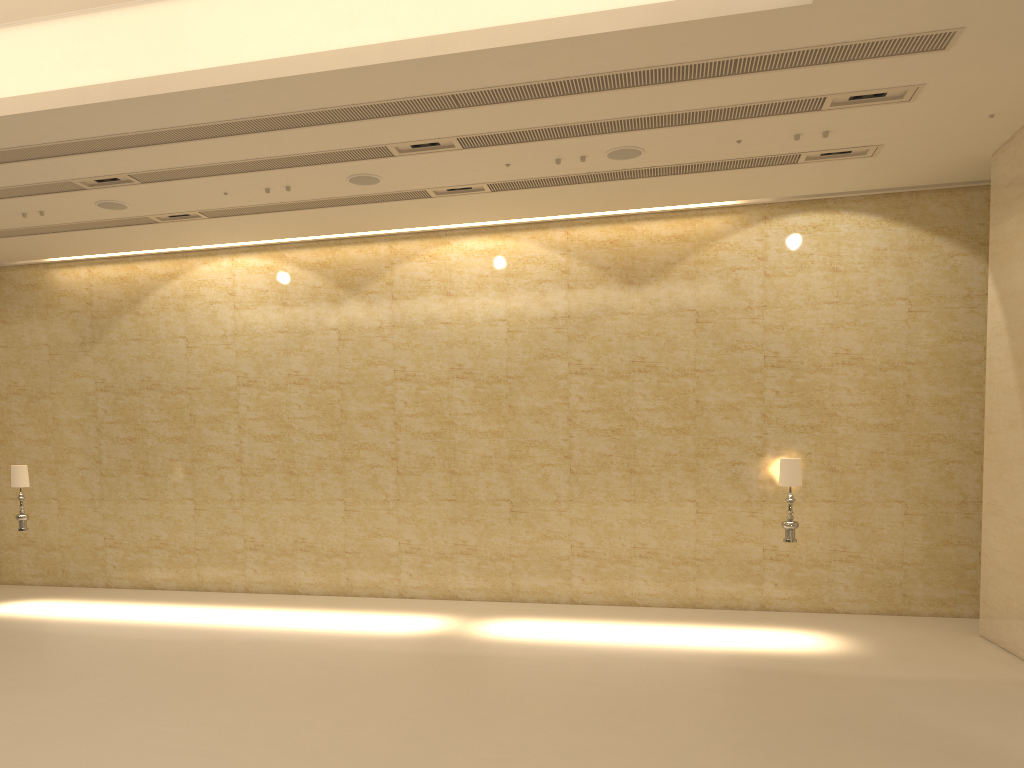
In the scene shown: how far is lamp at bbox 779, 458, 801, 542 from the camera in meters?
10.8

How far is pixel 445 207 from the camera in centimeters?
1313cm

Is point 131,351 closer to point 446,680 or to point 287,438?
point 287,438

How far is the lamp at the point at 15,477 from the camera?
12.95m

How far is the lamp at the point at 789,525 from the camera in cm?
1082

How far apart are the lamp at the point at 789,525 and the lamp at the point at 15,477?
10.8 meters

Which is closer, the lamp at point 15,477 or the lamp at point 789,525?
the lamp at point 789,525

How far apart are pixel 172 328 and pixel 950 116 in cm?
1225

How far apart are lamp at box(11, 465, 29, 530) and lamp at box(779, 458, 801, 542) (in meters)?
10.84
